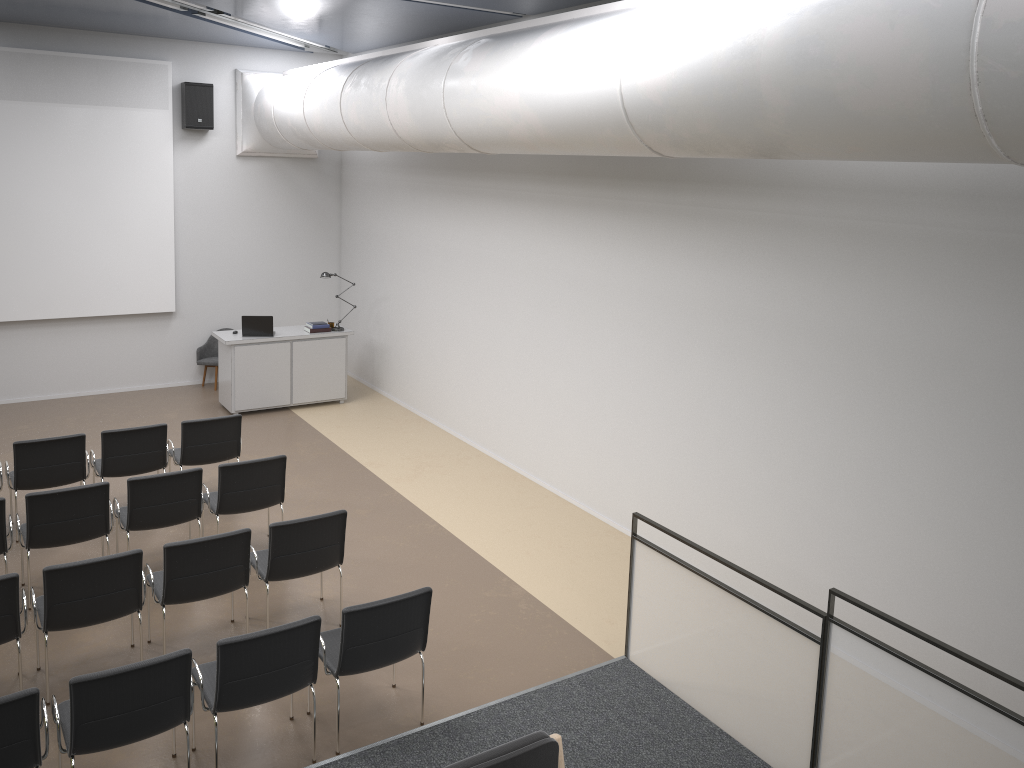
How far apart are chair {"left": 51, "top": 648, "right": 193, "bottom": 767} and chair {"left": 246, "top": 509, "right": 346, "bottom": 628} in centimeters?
152cm

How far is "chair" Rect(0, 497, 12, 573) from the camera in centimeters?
635cm

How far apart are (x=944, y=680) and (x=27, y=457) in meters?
7.1 m

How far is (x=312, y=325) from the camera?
11.71m

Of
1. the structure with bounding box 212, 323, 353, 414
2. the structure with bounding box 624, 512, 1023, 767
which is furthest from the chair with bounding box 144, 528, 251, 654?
the structure with bounding box 212, 323, 353, 414

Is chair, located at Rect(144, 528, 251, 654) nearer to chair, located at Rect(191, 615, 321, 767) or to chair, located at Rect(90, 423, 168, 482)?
chair, located at Rect(191, 615, 321, 767)

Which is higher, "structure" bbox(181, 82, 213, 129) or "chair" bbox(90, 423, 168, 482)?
"structure" bbox(181, 82, 213, 129)

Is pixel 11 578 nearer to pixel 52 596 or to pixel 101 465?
pixel 52 596

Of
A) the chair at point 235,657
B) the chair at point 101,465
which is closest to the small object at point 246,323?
the chair at point 101,465

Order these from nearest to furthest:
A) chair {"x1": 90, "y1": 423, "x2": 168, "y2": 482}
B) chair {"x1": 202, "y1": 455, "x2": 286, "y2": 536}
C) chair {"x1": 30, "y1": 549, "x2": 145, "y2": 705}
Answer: chair {"x1": 30, "y1": 549, "x2": 145, "y2": 705}
chair {"x1": 202, "y1": 455, "x2": 286, "y2": 536}
chair {"x1": 90, "y1": 423, "x2": 168, "y2": 482}
